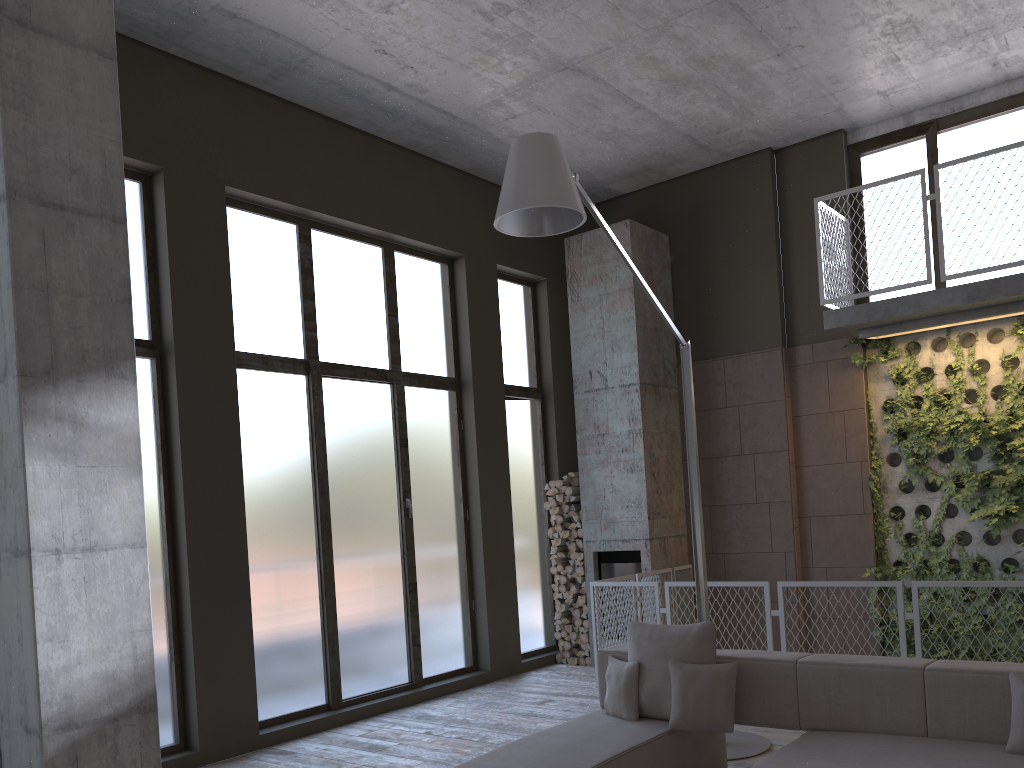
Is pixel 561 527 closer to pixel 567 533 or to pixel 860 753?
pixel 567 533

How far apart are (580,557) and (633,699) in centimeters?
439cm

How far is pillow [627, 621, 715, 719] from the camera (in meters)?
4.62

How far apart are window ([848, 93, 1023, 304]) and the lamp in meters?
3.5

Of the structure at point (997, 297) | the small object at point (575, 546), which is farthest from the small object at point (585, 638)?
the structure at point (997, 297)

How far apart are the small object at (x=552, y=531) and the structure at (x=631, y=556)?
0.61m

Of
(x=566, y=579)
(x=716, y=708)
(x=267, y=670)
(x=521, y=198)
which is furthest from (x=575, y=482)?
(x=521, y=198)

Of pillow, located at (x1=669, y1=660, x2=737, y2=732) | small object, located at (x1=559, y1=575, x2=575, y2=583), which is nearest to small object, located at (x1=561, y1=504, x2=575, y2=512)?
small object, located at (x1=559, y1=575, x2=575, y2=583)

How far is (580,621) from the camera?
9.1 meters

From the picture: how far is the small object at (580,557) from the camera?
9.13m
